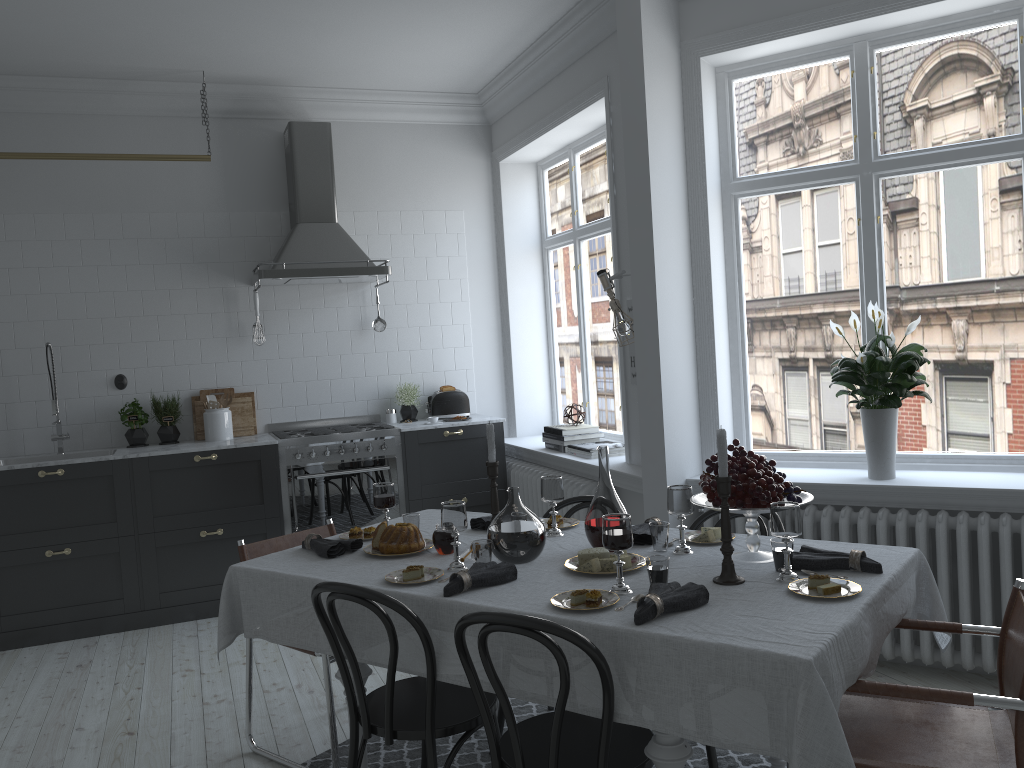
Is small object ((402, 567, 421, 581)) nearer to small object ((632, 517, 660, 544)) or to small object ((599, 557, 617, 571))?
small object ((599, 557, 617, 571))

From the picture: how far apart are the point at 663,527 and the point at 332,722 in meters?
1.4

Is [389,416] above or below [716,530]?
above

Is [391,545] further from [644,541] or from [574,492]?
[574,492]

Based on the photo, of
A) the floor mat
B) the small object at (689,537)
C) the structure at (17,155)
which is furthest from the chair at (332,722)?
the structure at (17,155)

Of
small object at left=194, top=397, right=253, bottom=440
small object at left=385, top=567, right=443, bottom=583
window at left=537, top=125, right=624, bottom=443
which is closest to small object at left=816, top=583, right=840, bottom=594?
small object at left=385, top=567, right=443, bottom=583

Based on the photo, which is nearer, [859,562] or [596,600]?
[596,600]

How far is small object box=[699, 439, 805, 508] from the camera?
2.56m

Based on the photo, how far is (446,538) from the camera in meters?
3.0 m

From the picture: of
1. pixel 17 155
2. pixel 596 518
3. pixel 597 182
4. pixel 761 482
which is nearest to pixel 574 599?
pixel 596 518
